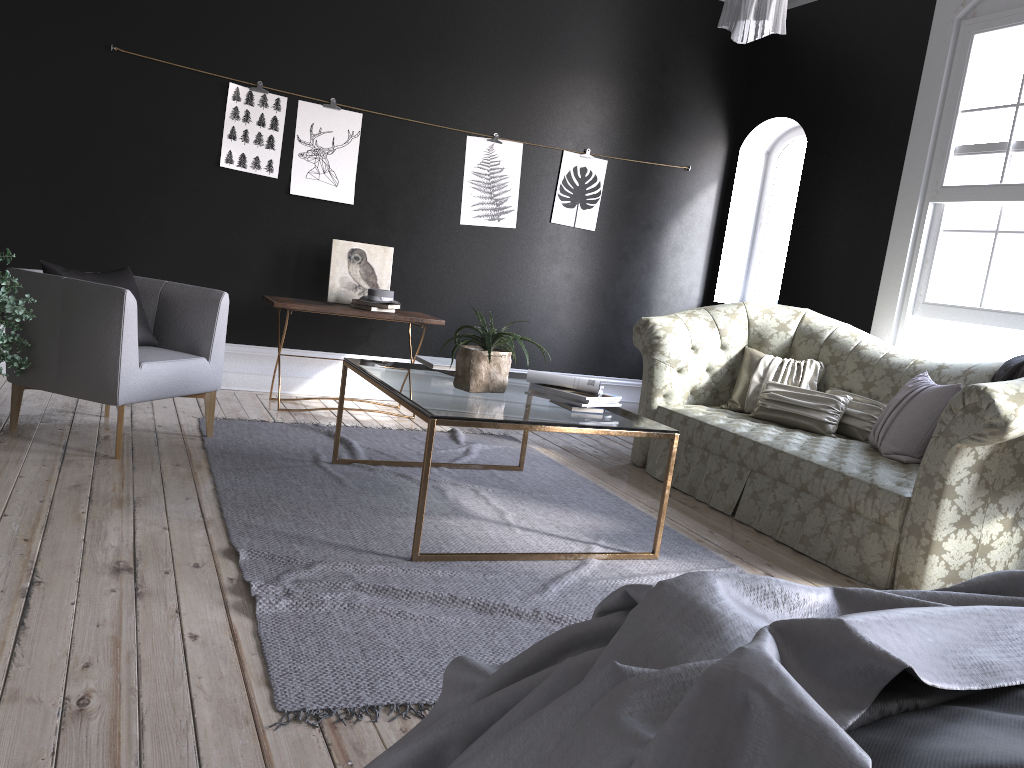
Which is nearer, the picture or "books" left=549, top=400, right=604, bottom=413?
"books" left=549, top=400, right=604, bottom=413

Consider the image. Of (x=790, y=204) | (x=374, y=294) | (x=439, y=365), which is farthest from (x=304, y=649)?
(x=790, y=204)

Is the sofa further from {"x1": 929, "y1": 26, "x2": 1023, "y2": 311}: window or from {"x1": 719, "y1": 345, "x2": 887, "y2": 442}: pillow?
{"x1": 929, "y1": 26, "x2": 1023, "y2": 311}: window

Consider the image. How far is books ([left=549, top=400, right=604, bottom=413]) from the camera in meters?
3.8

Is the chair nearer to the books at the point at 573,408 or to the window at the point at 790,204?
the books at the point at 573,408

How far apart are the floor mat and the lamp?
1.8m

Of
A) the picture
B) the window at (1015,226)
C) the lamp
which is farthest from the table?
the window at (1015,226)

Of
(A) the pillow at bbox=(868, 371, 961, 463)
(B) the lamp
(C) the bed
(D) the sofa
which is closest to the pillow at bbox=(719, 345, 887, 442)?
(D) the sofa

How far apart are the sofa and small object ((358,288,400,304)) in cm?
170

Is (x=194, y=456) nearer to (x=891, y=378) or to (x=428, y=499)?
(x=428, y=499)
